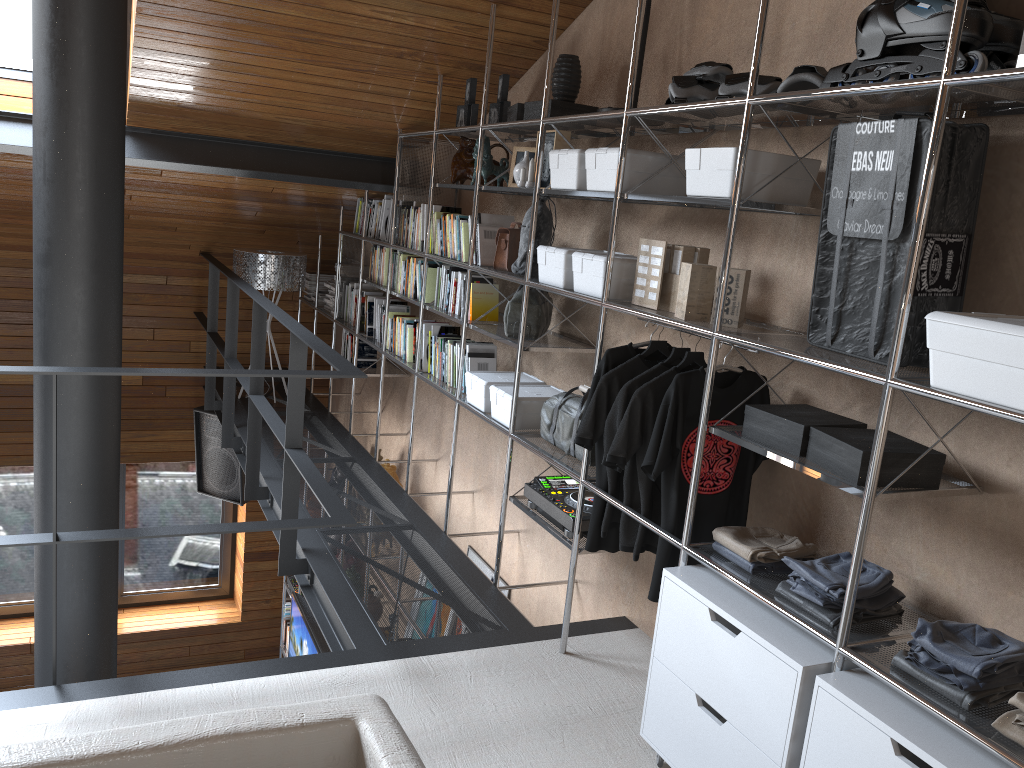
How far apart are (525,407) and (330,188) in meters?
2.6 m

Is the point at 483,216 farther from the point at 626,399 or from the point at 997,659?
the point at 997,659

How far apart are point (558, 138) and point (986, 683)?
2.3m

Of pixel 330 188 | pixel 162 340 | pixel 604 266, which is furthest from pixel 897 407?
pixel 162 340

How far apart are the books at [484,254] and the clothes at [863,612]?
2.1 meters

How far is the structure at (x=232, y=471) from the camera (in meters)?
6.61

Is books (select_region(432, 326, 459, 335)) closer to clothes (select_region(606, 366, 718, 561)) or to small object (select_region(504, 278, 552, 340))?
small object (select_region(504, 278, 552, 340))

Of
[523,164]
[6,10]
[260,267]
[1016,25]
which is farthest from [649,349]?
[260,267]

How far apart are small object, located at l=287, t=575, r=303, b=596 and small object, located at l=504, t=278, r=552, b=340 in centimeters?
426cm

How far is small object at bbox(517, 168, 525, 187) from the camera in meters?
3.4 m
